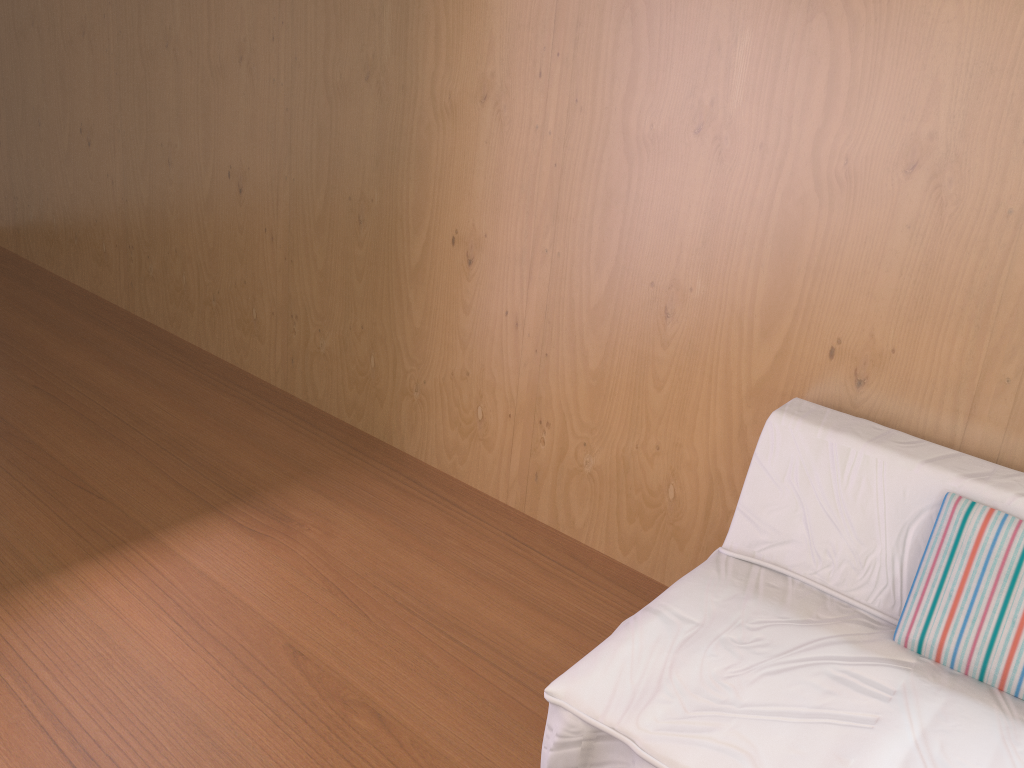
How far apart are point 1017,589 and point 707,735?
0.6 meters

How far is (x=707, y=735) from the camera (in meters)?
1.34

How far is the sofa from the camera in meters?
1.3

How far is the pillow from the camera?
1.5m

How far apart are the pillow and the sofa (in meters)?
0.01

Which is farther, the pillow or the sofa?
the pillow

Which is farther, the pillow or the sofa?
the pillow

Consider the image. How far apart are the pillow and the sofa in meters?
0.0

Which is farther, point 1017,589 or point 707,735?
point 1017,589

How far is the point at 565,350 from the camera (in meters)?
2.33
